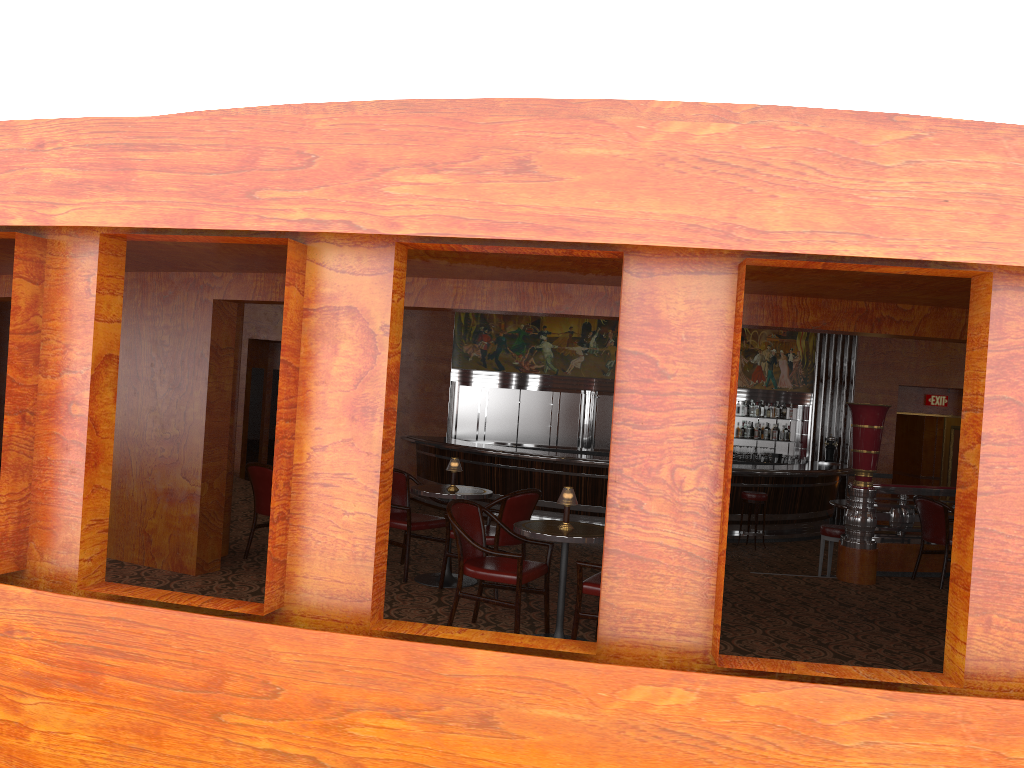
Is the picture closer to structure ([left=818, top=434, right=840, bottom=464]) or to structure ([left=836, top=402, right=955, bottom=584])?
structure ([left=818, top=434, right=840, bottom=464])

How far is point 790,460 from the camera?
15.1 meters

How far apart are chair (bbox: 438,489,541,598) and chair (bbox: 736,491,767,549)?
6.08m

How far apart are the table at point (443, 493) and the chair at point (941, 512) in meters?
4.2

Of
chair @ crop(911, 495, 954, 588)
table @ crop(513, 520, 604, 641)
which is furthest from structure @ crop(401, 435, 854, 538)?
table @ crop(513, 520, 604, 641)

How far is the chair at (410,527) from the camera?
6.83m

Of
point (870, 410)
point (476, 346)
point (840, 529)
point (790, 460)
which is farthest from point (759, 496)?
point (476, 346)

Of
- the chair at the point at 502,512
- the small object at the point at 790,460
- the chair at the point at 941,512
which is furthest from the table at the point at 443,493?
the small object at the point at 790,460

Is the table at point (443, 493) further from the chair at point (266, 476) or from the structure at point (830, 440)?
the structure at point (830, 440)

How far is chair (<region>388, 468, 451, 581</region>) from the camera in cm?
683
